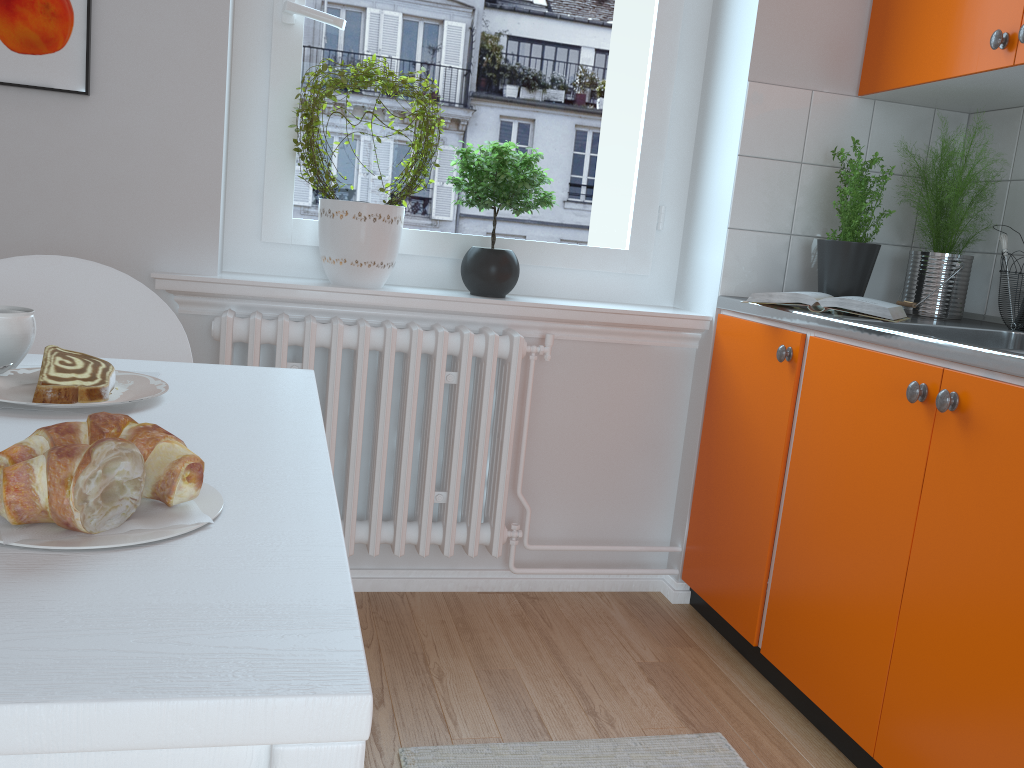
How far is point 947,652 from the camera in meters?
1.5 m

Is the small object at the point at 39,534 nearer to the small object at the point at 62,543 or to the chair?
the small object at the point at 62,543

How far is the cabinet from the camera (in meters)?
1.45

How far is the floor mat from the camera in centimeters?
165cm

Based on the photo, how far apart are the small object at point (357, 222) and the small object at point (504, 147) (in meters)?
0.08

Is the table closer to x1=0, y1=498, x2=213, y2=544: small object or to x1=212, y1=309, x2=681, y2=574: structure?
x1=0, y1=498, x2=213, y2=544: small object

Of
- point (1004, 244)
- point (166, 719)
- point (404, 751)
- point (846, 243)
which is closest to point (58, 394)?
point (166, 719)

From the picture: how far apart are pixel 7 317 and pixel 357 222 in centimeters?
124cm

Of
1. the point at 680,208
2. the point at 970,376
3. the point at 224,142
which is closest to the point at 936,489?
the point at 970,376

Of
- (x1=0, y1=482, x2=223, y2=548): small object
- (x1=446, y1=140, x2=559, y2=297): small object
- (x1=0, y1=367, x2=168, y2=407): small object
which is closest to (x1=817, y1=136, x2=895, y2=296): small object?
(x1=446, y1=140, x2=559, y2=297): small object
